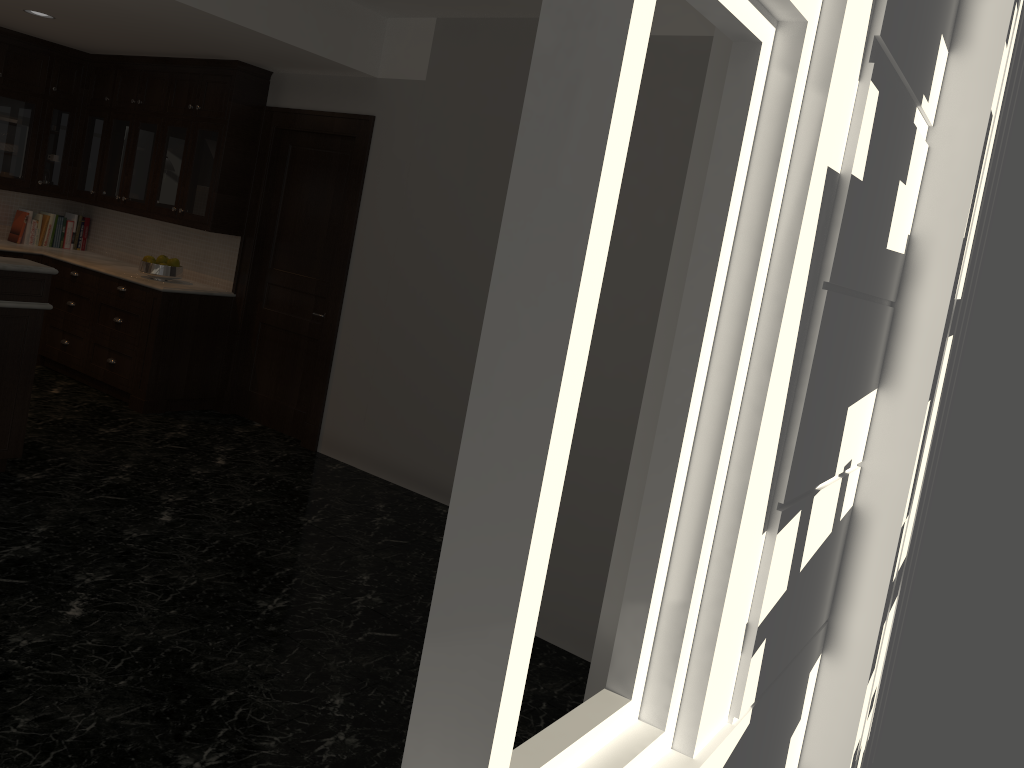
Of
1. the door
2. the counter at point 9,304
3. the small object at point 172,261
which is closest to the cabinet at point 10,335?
the counter at point 9,304

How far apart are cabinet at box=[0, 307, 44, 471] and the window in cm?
374

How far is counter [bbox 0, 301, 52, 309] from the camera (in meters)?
4.34

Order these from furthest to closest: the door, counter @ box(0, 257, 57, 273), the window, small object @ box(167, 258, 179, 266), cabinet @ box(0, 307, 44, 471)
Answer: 1. small object @ box(167, 258, 179, 266)
2. the door
3. cabinet @ box(0, 307, 44, 471)
4. counter @ box(0, 257, 57, 273)
5. the window

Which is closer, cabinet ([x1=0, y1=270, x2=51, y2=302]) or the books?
cabinet ([x1=0, y1=270, x2=51, y2=302])

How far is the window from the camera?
1.2m

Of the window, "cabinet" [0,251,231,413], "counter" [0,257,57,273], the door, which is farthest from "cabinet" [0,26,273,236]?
the window

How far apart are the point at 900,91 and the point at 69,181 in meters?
7.0

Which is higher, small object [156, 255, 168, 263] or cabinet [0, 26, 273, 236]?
cabinet [0, 26, 273, 236]

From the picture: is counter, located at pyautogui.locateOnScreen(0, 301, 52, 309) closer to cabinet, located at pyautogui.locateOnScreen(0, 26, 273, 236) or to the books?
cabinet, located at pyautogui.locateOnScreen(0, 26, 273, 236)
